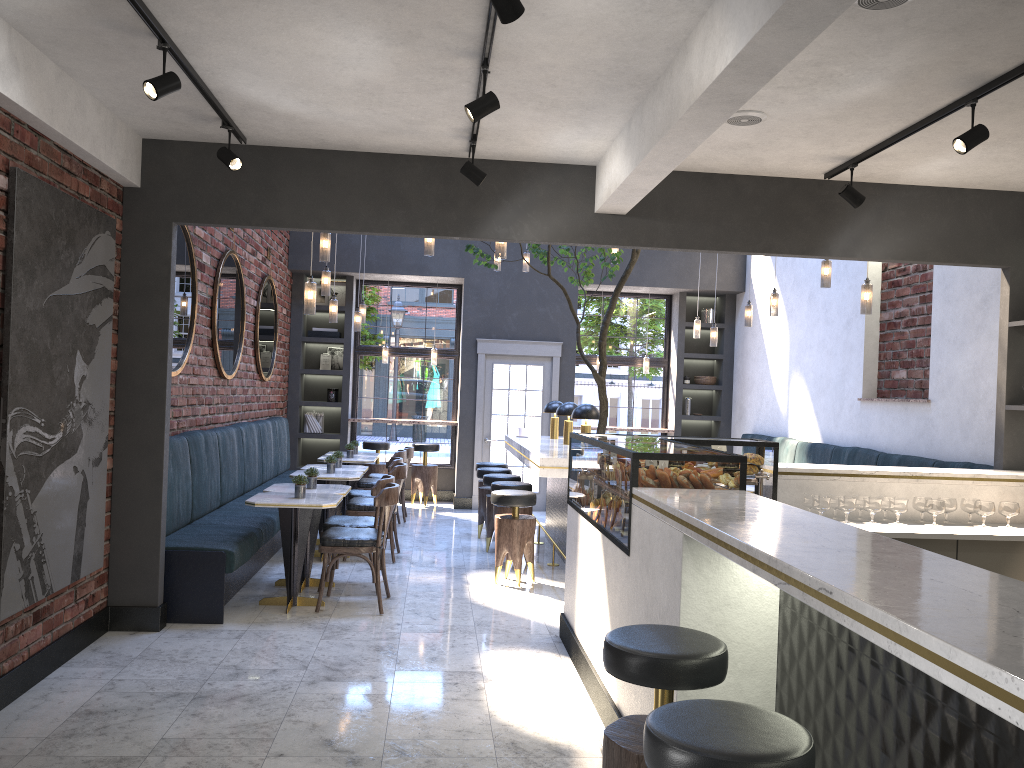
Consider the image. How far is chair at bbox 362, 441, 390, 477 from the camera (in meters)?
11.52

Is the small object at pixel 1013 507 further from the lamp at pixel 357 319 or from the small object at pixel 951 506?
the lamp at pixel 357 319

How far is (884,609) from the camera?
1.70m

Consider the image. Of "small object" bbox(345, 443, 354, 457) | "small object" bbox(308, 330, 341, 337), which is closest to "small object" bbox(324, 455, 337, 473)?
"small object" bbox(345, 443, 354, 457)

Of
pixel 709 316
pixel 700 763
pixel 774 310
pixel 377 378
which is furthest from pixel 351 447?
pixel 700 763

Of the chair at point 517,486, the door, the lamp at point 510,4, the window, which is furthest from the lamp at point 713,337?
the lamp at point 510,4

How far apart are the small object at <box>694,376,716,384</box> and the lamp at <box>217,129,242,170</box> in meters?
8.4 m

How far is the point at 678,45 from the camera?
3.68m

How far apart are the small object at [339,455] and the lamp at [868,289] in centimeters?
484cm

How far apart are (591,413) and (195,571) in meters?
3.4
